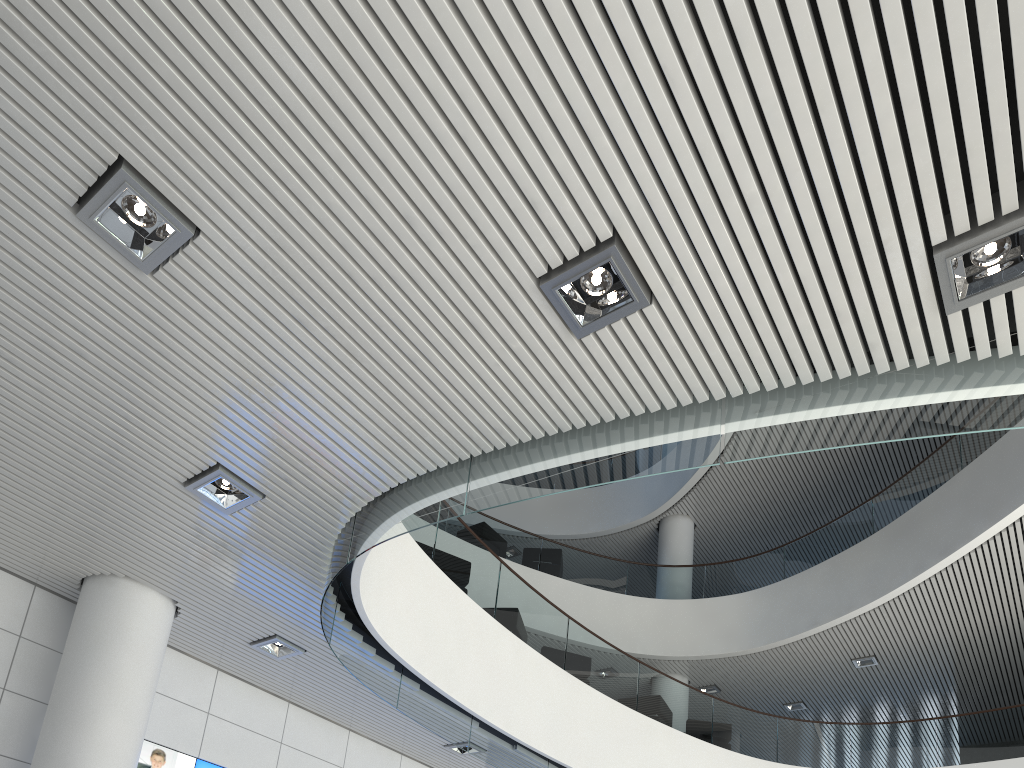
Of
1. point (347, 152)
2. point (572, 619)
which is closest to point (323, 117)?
point (347, 152)
